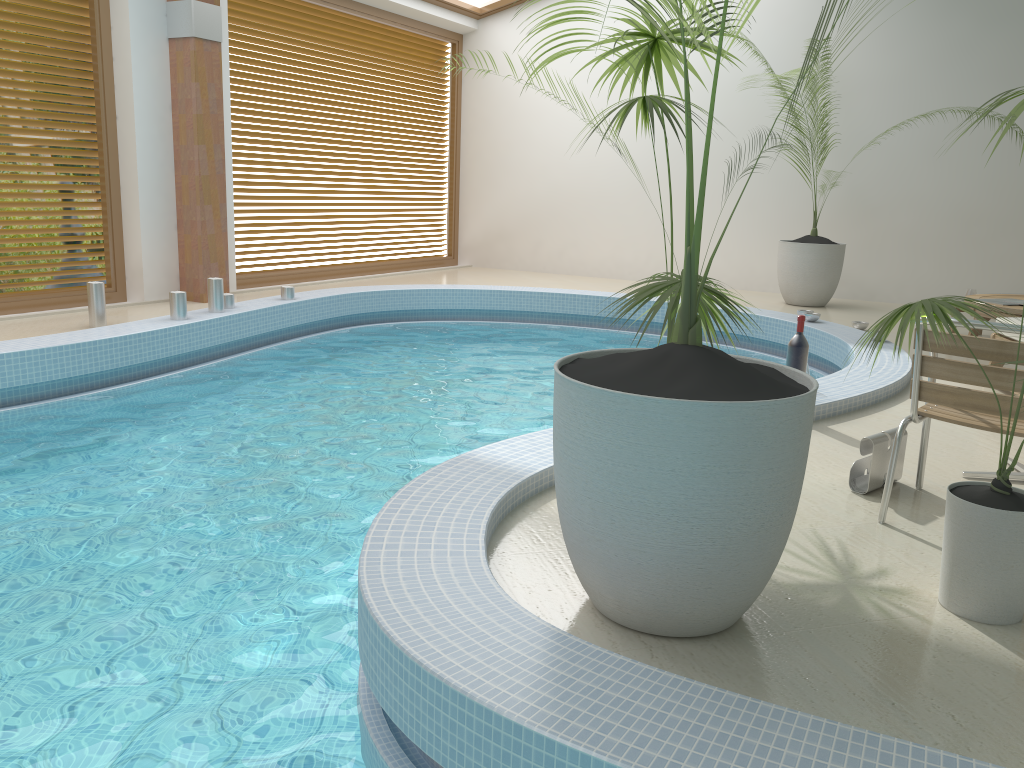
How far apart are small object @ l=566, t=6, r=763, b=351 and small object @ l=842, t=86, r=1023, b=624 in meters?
0.4

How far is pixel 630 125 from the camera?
10.7m

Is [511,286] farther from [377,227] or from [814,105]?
[814,105]

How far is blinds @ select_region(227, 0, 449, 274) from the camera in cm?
884

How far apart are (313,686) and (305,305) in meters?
5.6 m

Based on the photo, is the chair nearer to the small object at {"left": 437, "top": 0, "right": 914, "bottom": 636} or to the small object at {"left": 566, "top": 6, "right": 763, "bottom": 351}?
the small object at {"left": 566, "top": 6, "right": 763, "bottom": 351}

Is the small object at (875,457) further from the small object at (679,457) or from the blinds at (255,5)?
the blinds at (255,5)

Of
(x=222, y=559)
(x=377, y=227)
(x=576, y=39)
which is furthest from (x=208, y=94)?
(x=222, y=559)

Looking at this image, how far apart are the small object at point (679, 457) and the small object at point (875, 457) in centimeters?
109cm

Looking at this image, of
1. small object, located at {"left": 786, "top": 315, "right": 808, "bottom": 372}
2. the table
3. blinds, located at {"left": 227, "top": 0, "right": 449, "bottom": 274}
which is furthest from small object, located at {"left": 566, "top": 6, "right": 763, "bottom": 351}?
blinds, located at {"left": 227, "top": 0, "right": 449, "bottom": 274}
